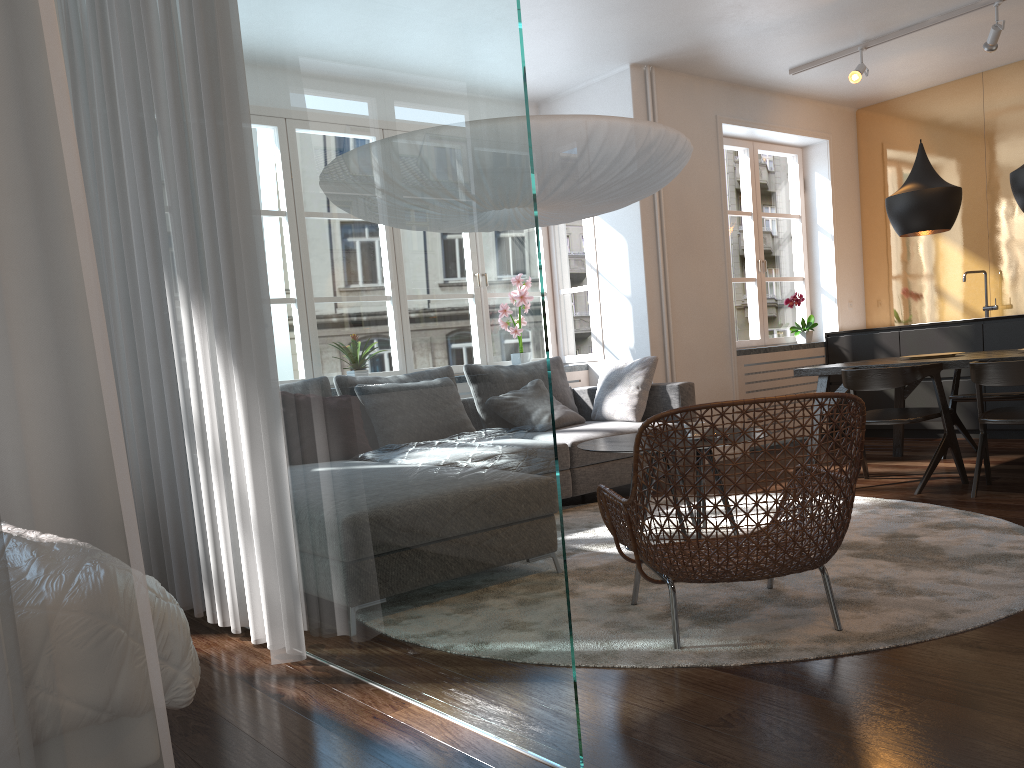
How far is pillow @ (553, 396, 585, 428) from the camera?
5.42m

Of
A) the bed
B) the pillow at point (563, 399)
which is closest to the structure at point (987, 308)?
the pillow at point (563, 399)

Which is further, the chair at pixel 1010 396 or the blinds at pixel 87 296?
the chair at pixel 1010 396

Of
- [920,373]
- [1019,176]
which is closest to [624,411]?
[920,373]

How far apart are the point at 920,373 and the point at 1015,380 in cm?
51

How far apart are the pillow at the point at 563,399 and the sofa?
0.2 meters

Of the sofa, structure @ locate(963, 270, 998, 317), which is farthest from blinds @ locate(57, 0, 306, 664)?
structure @ locate(963, 270, 998, 317)

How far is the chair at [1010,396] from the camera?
5.4 meters

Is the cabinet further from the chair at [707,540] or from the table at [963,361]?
the chair at [707,540]

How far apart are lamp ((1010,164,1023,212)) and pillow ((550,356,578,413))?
2.9m
